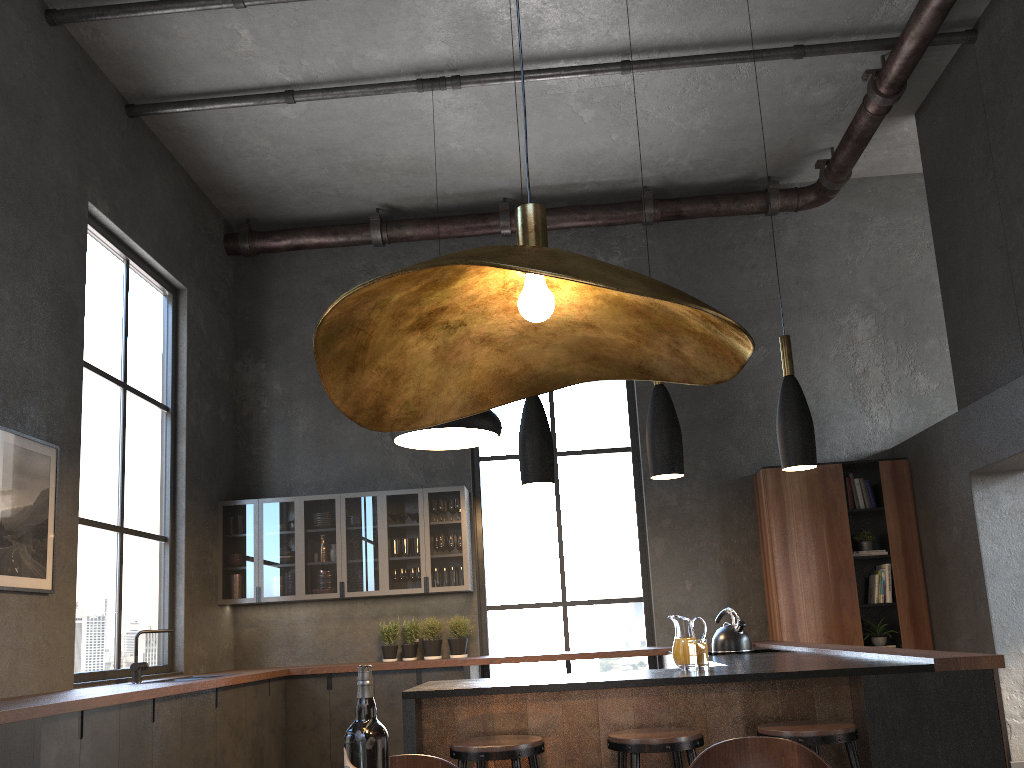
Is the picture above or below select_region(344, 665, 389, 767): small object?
above

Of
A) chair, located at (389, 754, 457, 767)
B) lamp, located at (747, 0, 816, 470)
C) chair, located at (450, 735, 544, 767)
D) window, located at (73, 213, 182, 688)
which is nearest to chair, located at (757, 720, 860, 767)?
chair, located at (450, 735, 544, 767)

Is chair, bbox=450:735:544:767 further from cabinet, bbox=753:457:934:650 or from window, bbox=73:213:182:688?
cabinet, bbox=753:457:934:650

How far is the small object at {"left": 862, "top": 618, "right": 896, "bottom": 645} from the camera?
6.9 meters

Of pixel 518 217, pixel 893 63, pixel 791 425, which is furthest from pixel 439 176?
pixel 518 217

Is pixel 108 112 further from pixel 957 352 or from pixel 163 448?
pixel 957 352

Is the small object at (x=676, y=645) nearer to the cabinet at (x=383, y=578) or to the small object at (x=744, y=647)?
the small object at (x=744, y=647)

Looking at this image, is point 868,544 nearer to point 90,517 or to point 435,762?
point 90,517

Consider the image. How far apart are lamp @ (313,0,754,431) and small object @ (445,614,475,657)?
5.80m

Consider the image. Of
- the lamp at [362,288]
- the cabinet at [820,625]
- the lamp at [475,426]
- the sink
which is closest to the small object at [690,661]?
the cabinet at [820,625]
